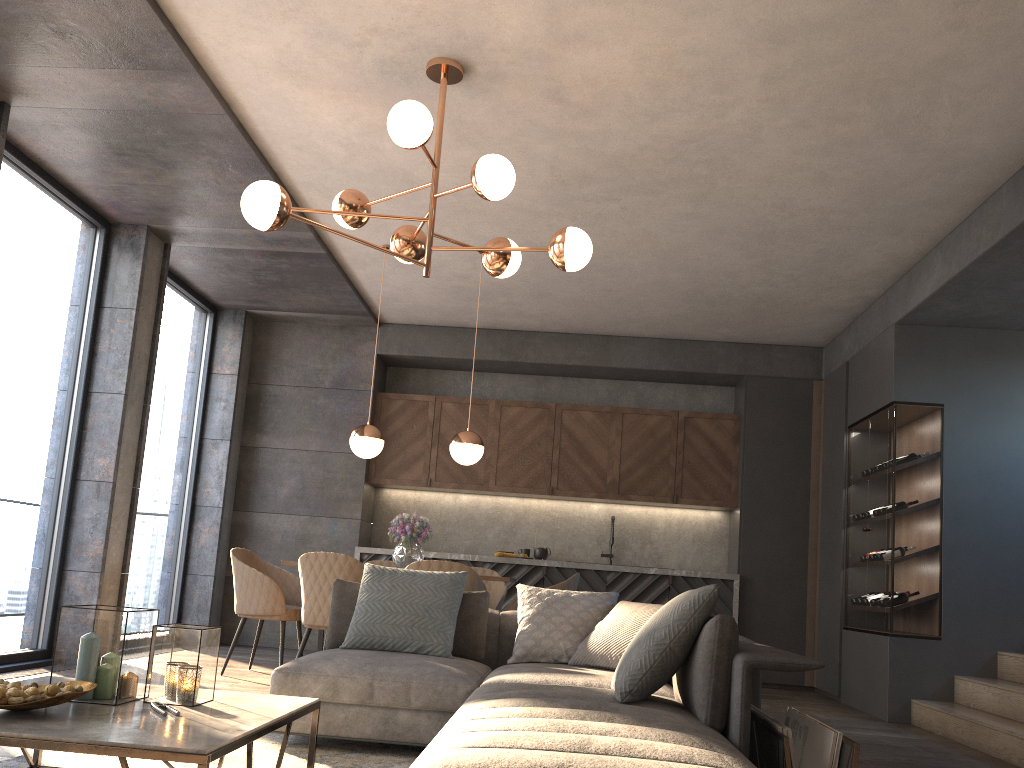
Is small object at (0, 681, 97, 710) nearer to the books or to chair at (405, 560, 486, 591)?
the books

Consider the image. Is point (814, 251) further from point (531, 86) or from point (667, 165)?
point (531, 86)

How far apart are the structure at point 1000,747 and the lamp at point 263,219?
3.2m

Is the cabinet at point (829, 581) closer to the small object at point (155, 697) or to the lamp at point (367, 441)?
the lamp at point (367, 441)

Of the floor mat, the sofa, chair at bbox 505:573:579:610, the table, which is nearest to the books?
the sofa

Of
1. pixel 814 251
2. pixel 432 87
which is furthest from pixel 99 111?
pixel 814 251

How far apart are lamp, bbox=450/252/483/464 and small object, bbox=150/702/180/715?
3.6 meters

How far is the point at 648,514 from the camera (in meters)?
8.30

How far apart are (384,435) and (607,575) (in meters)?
2.42

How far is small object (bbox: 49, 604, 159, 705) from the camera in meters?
2.4
